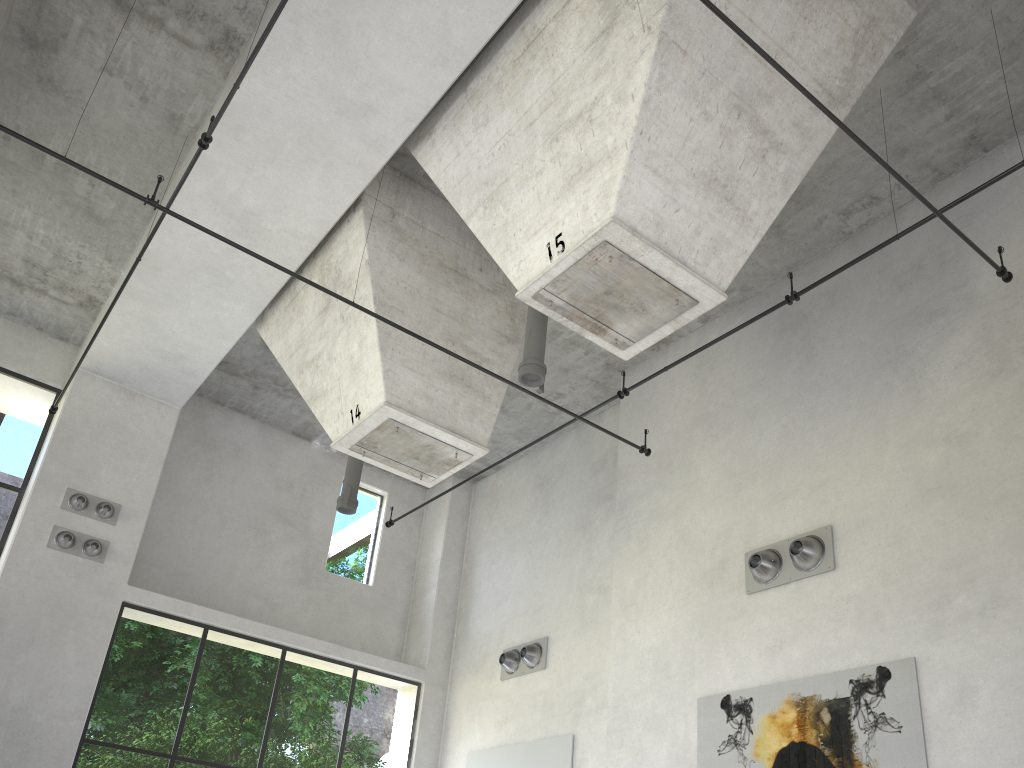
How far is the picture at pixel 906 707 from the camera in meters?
6.9

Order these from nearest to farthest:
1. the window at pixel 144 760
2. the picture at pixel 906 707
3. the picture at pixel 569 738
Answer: the picture at pixel 906 707
the picture at pixel 569 738
the window at pixel 144 760

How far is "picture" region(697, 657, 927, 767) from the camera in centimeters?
691cm

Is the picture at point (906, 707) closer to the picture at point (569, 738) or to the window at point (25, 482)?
the picture at point (569, 738)

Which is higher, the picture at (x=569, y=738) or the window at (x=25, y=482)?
the window at (x=25, y=482)

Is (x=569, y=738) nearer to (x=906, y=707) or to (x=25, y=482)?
(x=906, y=707)

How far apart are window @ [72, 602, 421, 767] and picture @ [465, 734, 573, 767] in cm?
101

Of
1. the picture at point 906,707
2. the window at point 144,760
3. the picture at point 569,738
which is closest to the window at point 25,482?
the window at point 144,760

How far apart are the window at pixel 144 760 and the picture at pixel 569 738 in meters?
1.0

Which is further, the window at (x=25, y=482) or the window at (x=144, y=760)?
the window at (x=144, y=760)
